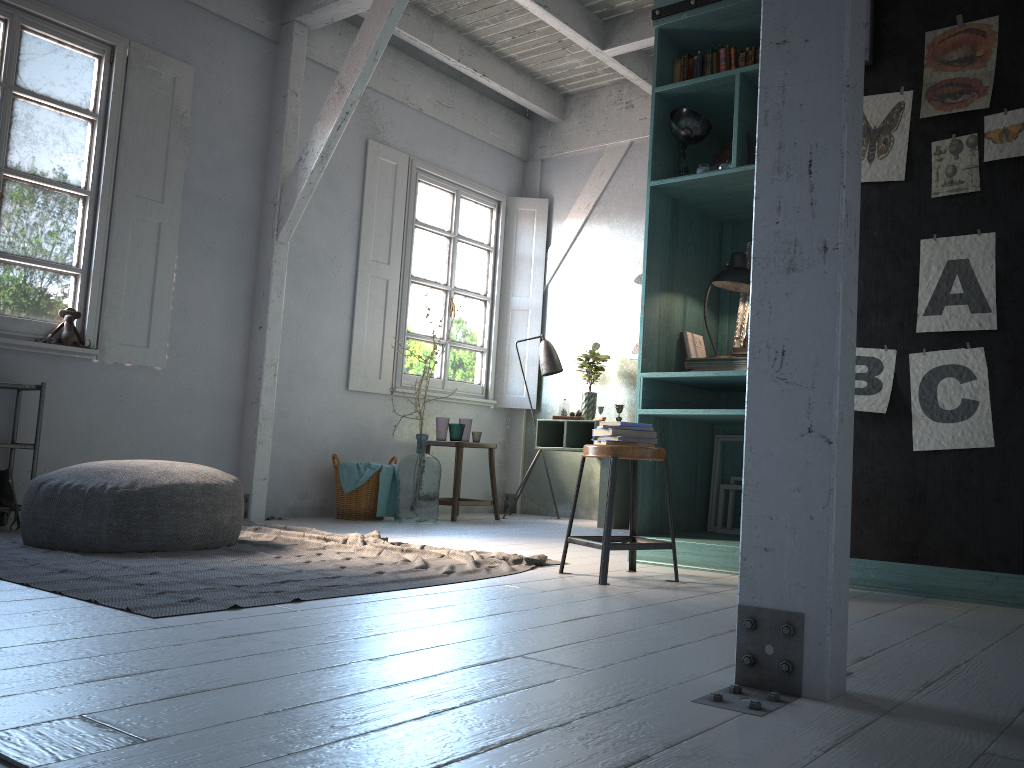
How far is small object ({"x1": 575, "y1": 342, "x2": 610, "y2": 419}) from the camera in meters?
8.3

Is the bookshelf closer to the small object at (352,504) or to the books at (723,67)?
the books at (723,67)

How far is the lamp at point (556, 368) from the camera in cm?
859

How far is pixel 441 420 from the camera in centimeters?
818cm

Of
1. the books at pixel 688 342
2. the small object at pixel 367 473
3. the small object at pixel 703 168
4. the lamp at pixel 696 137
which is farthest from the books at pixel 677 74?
the small object at pixel 367 473

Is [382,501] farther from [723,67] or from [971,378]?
[971,378]

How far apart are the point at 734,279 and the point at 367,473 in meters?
3.7

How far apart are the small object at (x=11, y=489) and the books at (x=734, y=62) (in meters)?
5.10

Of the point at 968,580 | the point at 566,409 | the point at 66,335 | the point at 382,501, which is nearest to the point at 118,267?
the point at 66,335

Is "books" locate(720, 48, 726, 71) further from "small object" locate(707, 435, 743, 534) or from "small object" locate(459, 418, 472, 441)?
"small object" locate(459, 418, 472, 441)
